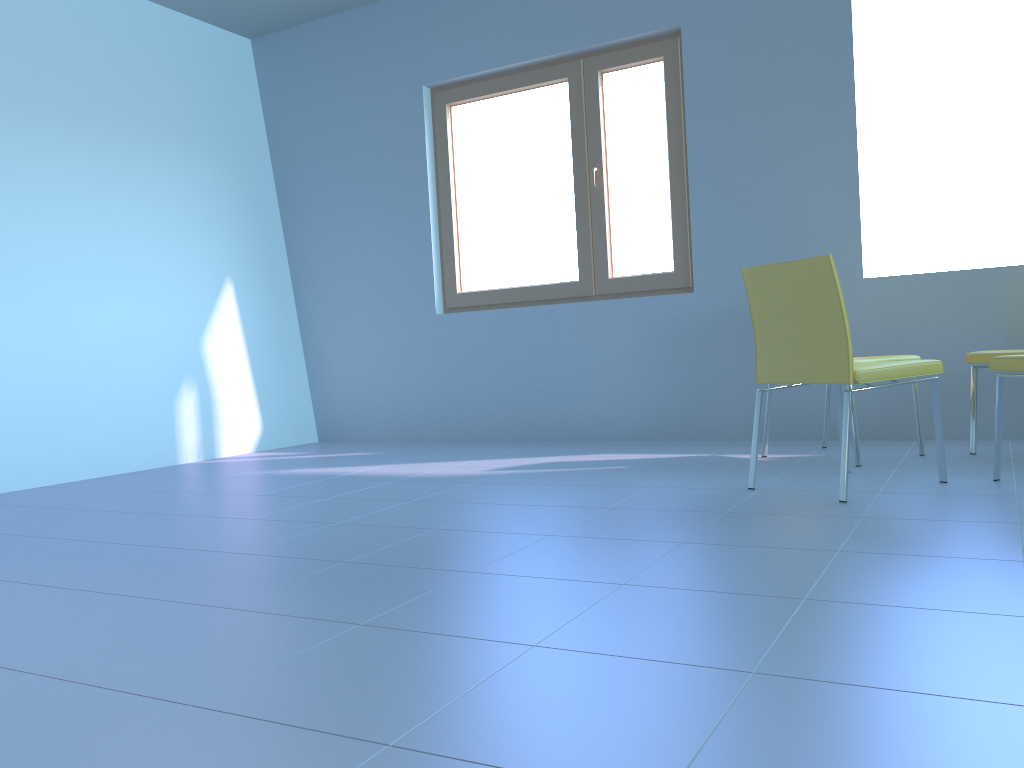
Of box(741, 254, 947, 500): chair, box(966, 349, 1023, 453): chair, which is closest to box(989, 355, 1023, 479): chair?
box(741, 254, 947, 500): chair

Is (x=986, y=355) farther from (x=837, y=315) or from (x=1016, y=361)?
(x=837, y=315)

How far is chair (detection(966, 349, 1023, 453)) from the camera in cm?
321

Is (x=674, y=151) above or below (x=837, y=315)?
above

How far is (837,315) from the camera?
2.5 meters

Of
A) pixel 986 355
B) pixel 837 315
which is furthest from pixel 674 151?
pixel 837 315

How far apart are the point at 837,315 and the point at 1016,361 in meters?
0.6

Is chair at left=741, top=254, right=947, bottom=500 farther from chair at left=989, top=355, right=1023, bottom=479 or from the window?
the window

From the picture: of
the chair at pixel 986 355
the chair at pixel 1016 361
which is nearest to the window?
the chair at pixel 986 355

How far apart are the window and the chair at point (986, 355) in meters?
1.4 m
